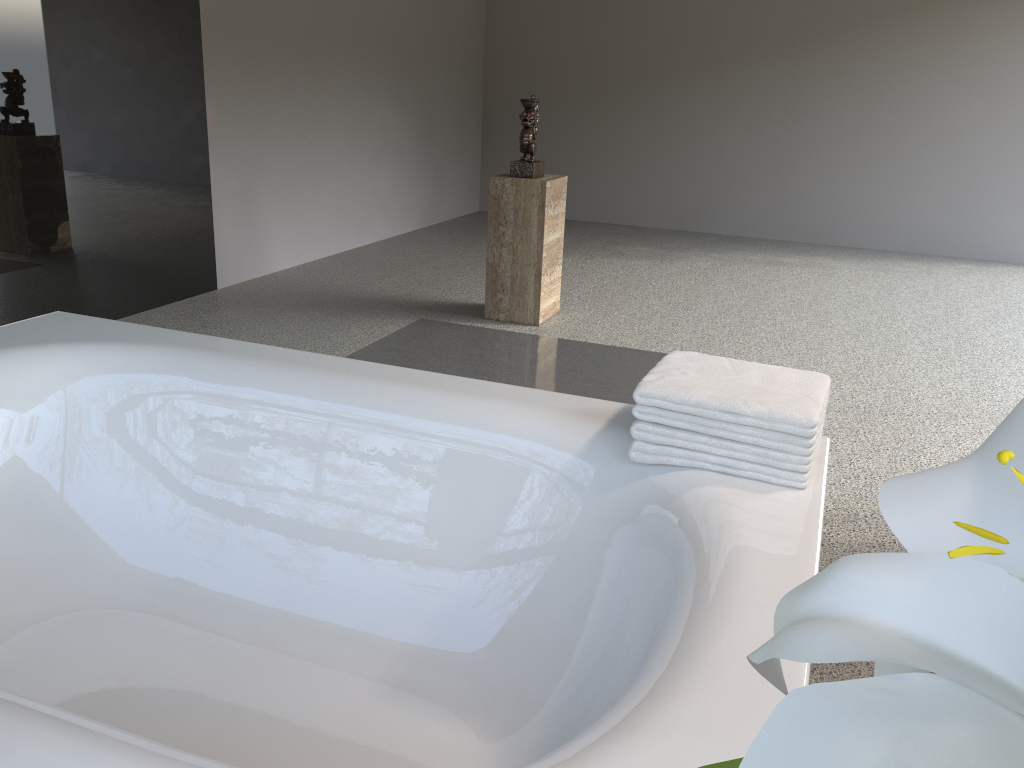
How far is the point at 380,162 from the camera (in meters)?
6.20

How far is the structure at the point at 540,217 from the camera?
4.16m

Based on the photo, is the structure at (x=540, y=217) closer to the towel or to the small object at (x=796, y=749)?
the towel

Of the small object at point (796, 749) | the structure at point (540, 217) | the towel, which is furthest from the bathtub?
the structure at point (540, 217)

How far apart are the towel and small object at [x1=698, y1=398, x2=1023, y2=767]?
1.2m

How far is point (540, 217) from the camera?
4.2 meters

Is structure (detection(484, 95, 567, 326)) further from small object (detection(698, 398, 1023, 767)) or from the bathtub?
small object (detection(698, 398, 1023, 767))

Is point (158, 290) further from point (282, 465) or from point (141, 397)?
point (282, 465)

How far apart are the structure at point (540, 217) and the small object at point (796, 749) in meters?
3.9 m

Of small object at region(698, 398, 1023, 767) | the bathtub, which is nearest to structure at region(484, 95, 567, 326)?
the bathtub
